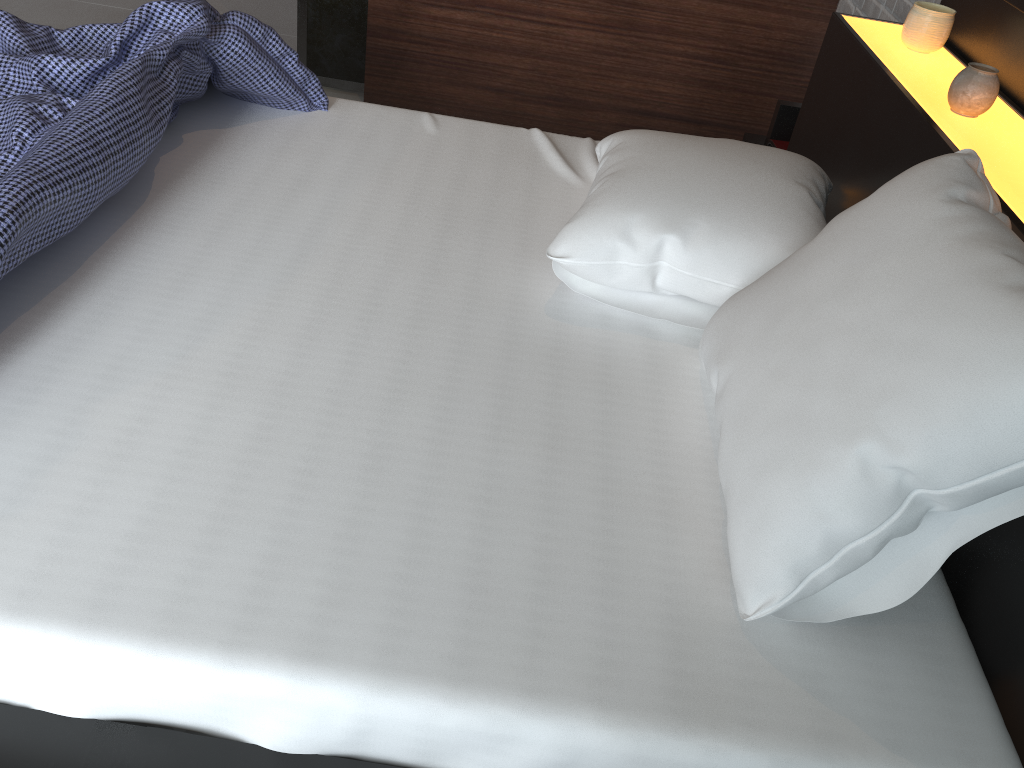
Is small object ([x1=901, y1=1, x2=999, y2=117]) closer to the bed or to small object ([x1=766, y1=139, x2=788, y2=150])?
the bed

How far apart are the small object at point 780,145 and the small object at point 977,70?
0.6m

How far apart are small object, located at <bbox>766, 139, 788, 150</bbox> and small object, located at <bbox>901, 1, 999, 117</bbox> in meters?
0.6

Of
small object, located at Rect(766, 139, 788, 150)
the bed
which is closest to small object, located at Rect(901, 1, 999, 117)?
the bed

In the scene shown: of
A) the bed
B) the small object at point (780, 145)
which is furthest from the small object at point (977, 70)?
the small object at point (780, 145)

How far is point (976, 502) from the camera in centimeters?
86cm

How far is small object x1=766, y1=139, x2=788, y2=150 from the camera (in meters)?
2.28

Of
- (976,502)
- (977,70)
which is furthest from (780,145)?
(976,502)

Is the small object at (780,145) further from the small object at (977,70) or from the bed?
the small object at (977,70)

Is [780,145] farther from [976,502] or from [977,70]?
[976,502]
